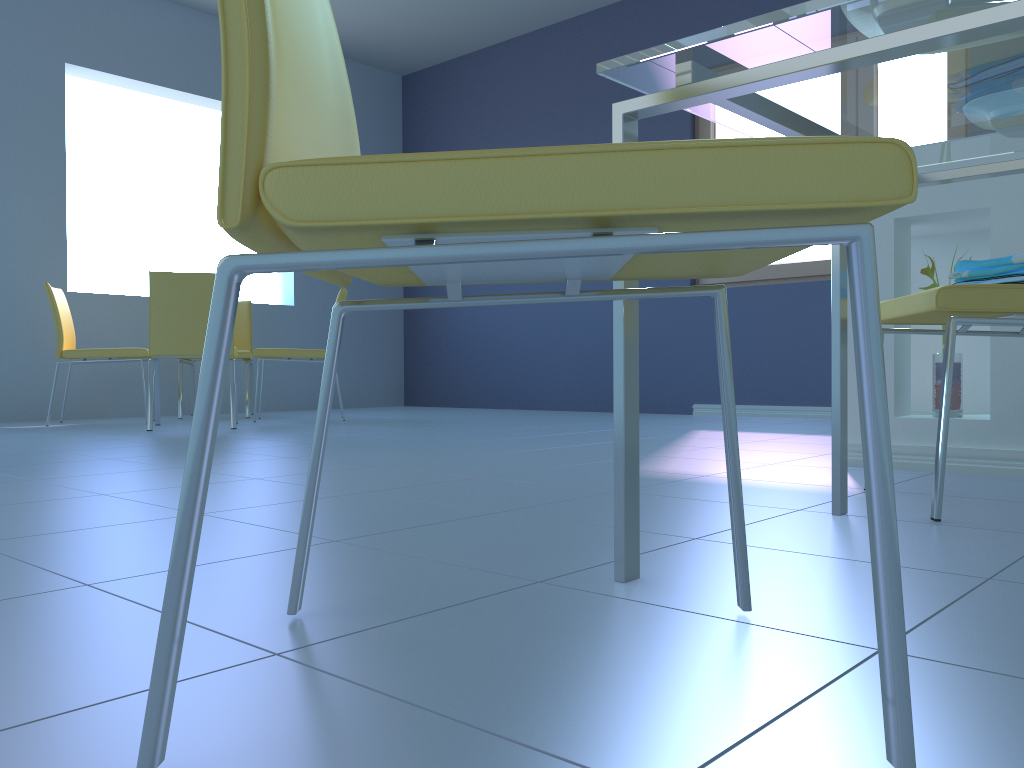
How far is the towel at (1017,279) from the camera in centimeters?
149cm

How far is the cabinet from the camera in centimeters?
202cm

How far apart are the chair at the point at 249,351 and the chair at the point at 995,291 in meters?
4.0

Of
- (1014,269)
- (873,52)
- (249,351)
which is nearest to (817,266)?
(249,351)

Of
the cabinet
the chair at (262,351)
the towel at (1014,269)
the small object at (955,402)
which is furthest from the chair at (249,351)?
the towel at (1014,269)

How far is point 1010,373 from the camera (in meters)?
2.02

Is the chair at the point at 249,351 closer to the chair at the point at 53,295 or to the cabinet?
the chair at the point at 53,295

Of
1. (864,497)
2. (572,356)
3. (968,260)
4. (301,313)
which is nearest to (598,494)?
(864,497)

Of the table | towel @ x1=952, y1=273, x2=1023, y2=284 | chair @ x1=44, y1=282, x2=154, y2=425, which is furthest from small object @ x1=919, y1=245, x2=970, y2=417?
chair @ x1=44, y1=282, x2=154, y2=425

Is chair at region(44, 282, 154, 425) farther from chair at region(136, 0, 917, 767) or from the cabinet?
chair at region(136, 0, 917, 767)
